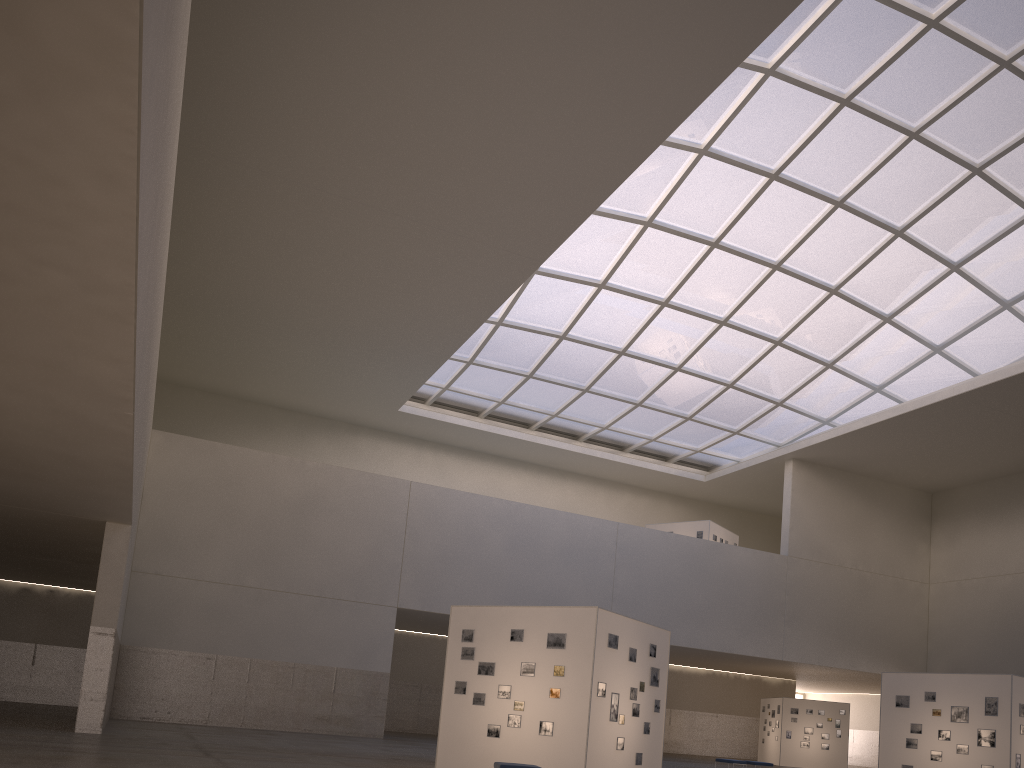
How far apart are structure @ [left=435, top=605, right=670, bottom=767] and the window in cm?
2302

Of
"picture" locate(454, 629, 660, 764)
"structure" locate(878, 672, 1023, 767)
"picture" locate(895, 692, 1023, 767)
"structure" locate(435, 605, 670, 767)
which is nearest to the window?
"structure" locate(878, 672, 1023, 767)

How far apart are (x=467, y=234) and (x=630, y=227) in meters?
11.0

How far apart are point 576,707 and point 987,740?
16.18m

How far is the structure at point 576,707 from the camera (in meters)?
20.16

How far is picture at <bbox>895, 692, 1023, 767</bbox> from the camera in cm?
2765

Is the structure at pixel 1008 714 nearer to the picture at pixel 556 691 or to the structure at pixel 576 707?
the structure at pixel 576 707

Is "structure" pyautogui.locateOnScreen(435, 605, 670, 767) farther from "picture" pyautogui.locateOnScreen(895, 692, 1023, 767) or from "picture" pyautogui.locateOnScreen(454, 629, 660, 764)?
"picture" pyautogui.locateOnScreen(895, 692, 1023, 767)

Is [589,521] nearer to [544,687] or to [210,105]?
[544,687]

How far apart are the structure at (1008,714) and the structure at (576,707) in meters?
11.8 m
